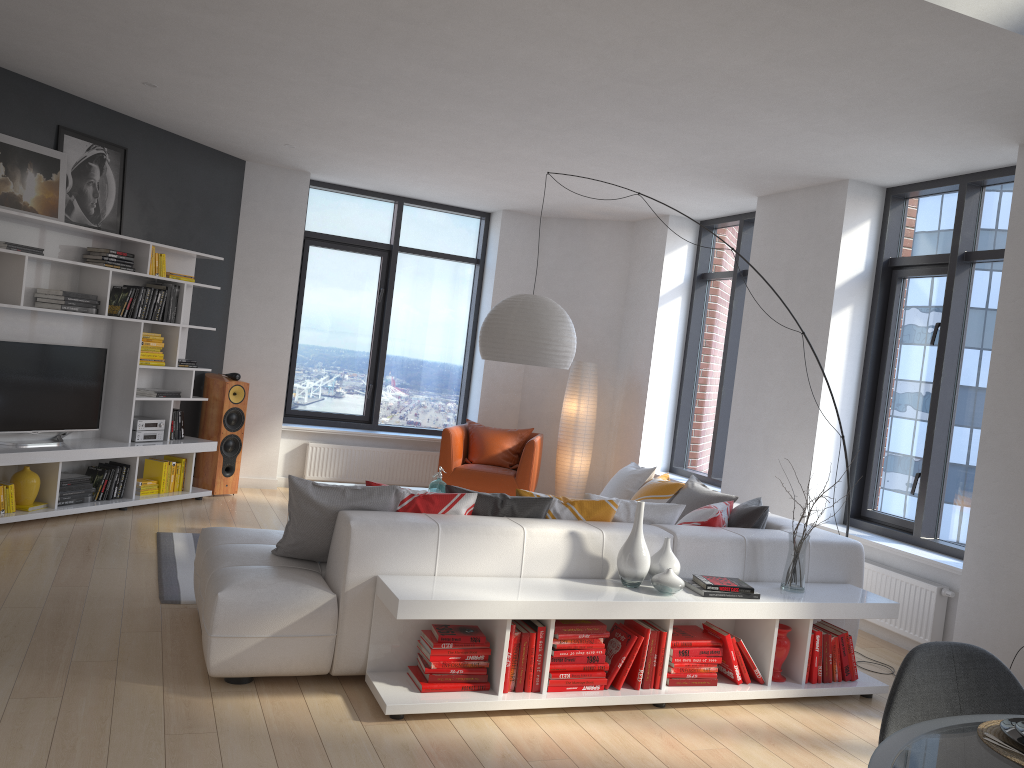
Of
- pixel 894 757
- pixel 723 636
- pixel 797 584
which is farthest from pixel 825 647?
pixel 894 757

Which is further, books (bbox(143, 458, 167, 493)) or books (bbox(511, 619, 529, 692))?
books (bbox(143, 458, 167, 493))

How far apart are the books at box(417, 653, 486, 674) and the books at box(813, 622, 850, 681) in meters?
1.9 m

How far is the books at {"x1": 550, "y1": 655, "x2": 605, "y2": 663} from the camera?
3.85m

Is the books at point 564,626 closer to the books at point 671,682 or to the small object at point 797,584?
the books at point 671,682

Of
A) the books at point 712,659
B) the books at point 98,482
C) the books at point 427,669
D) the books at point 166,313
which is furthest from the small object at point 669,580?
the books at point 166,313

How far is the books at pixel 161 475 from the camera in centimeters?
712cm

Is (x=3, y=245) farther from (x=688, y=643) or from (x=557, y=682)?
(x=688, y=643)

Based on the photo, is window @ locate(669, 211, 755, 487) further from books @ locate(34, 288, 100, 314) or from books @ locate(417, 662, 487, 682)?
books @ locate(34, 288, 100, 314)

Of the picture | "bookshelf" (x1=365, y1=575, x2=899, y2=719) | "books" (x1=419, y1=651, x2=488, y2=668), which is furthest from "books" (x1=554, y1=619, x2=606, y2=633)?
the picture
